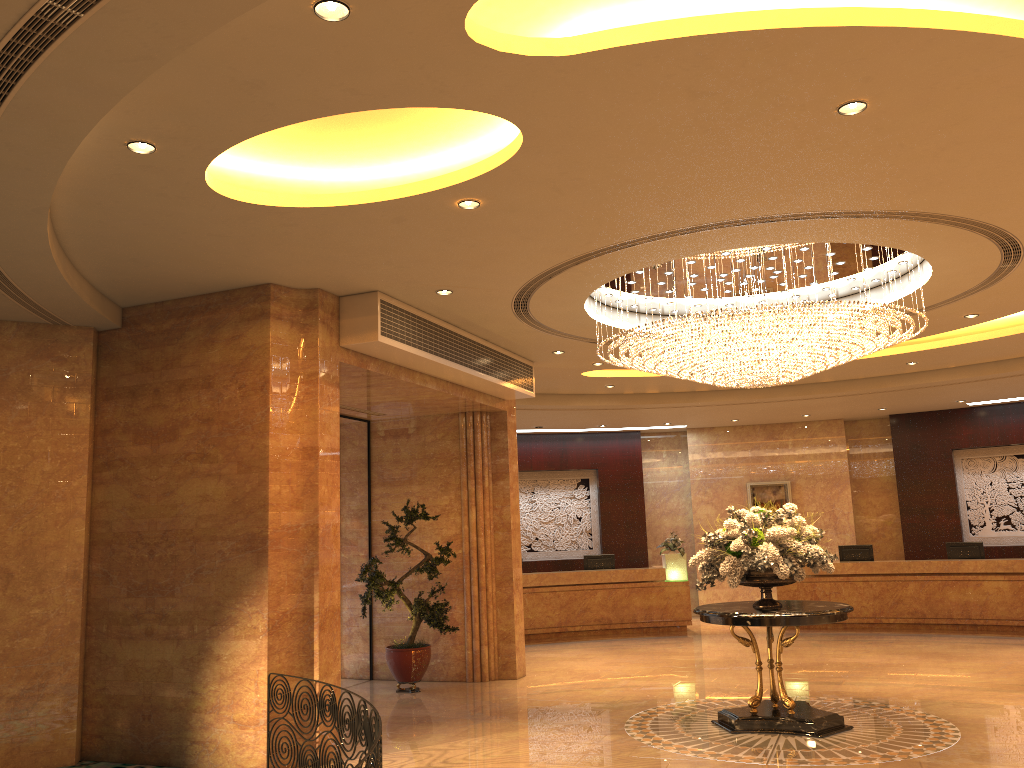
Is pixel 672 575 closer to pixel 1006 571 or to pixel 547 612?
pixel 547 612

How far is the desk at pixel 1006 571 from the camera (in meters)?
14.58

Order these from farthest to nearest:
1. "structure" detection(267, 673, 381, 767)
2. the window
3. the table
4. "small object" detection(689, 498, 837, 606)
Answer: the window → "small object" detection(689, 498, 837, 606) → the table → "structure" detection(267, 673, 381, 767)

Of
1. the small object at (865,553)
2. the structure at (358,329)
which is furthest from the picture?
the structure at (358,329)

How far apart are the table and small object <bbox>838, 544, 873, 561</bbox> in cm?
839

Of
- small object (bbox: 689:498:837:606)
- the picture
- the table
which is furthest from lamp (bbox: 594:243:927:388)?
the picture

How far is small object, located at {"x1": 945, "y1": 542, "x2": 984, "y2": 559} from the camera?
15.4 meters

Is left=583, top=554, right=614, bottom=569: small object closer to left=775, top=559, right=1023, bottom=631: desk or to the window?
left=775, top=559, right=1023, bottom=631: desk

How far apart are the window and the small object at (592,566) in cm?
594

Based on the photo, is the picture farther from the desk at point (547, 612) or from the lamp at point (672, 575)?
the desk at point (547, 612)
